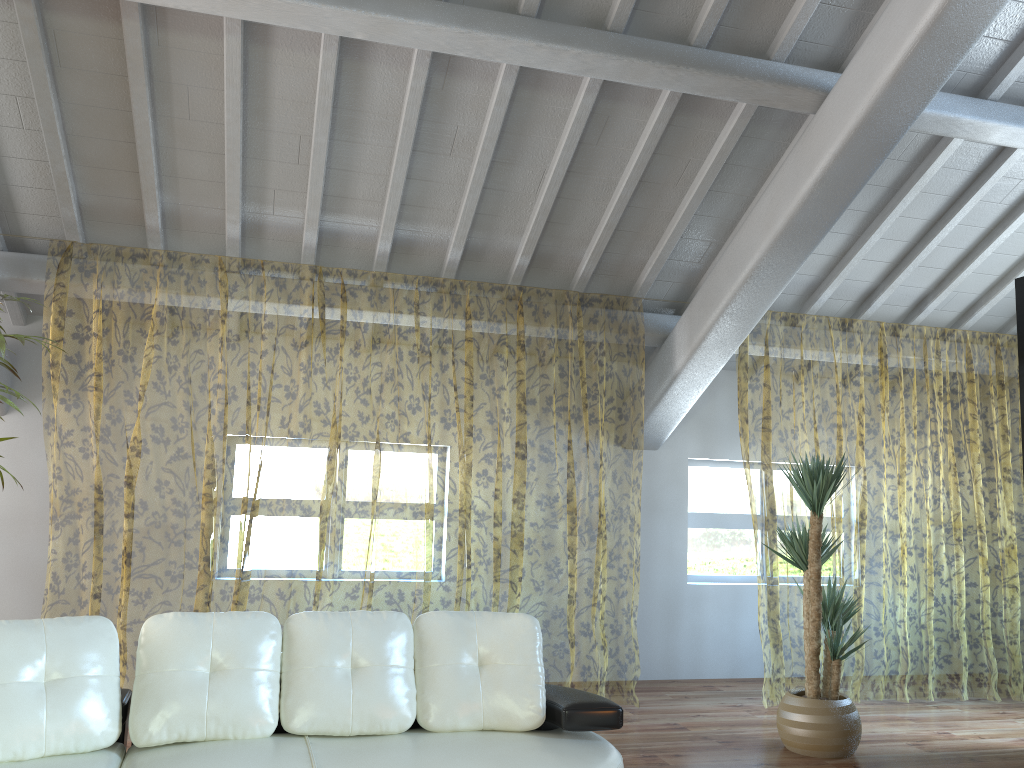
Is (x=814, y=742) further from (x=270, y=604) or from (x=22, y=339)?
(x=270, y=604)

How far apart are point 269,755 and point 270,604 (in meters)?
7.84

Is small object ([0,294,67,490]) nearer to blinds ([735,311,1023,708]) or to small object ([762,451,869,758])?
small object ([762,451,869,758])

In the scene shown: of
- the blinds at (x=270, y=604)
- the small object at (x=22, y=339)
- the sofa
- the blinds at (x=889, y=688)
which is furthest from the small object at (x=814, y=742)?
the small object at (x=22, y=339)

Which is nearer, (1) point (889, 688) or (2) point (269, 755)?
(2) point (269, 755)

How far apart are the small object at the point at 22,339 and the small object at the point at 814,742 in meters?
3.7 m

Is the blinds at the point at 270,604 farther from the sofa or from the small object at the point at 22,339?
the small object at the point at 22,339

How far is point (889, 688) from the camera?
11.28m

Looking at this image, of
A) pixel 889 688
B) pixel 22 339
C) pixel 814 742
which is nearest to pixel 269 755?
pixel 22 339

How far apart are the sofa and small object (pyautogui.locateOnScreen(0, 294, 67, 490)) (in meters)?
1.14
